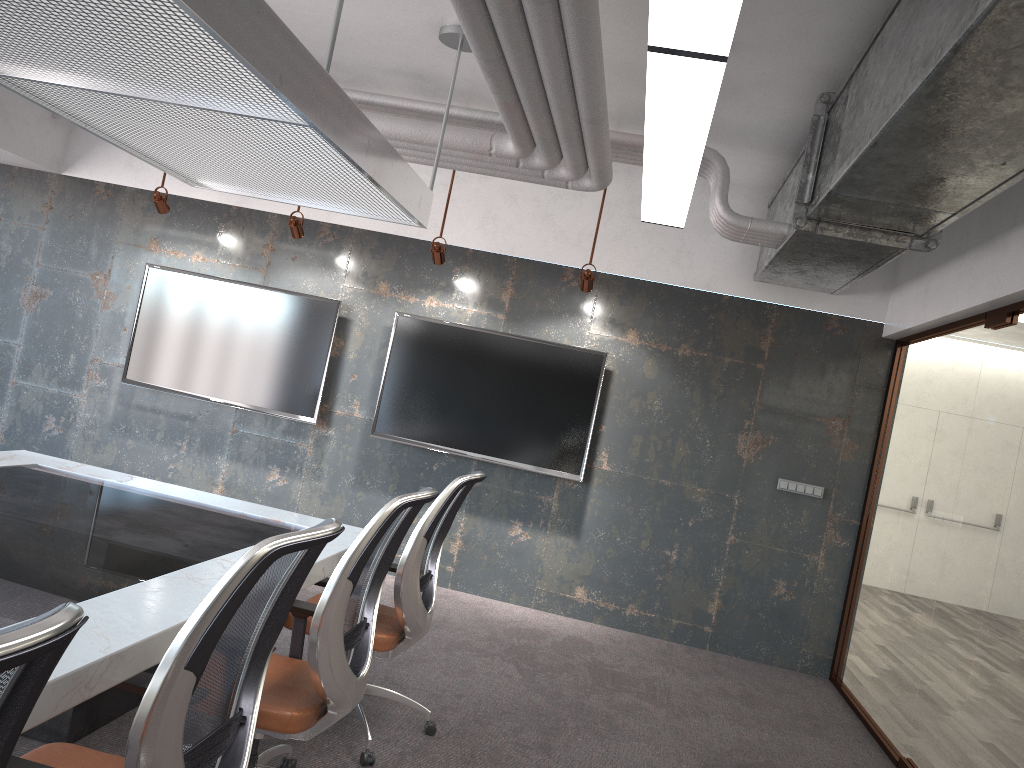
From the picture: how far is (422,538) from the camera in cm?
352

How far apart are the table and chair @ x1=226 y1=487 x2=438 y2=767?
0.16m

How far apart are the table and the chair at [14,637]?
0.7 meters

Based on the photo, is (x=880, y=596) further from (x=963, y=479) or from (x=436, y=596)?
(x=436, y=596)

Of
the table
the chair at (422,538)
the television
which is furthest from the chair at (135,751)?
the television

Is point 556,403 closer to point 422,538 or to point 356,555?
point 422,538

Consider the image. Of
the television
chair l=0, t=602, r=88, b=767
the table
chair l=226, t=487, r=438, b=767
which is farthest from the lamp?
the television

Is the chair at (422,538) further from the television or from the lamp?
the television

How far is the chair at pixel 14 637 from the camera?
0.91m

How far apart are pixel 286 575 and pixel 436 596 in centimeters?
440cm
